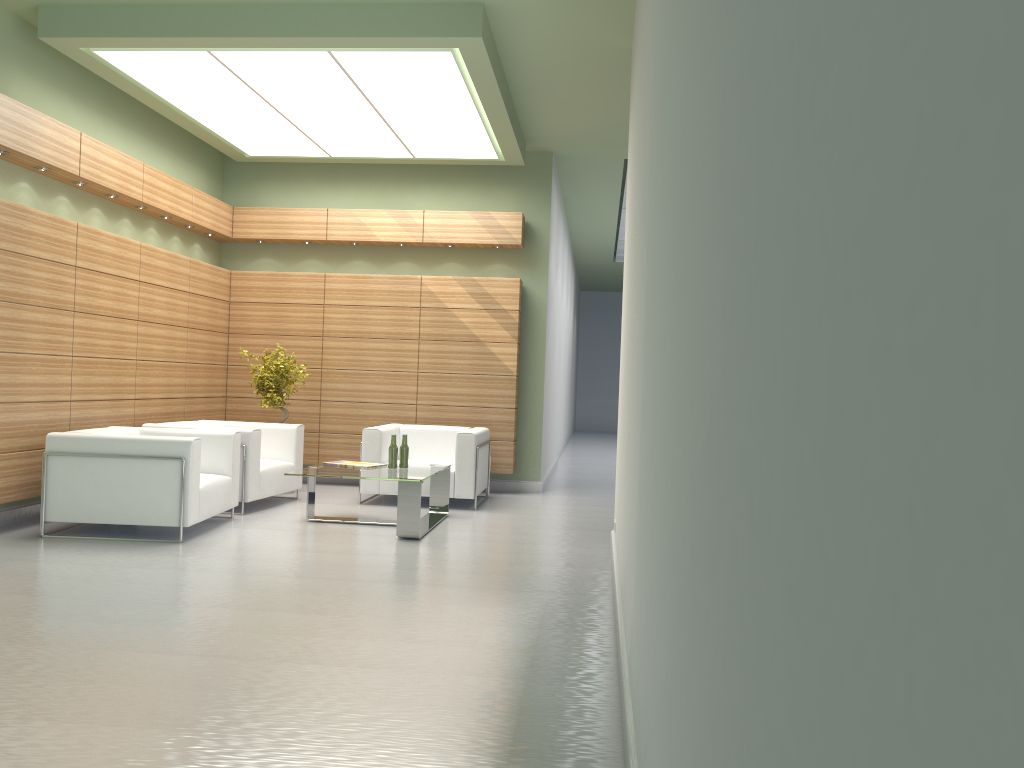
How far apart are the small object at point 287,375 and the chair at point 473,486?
1.9 meters

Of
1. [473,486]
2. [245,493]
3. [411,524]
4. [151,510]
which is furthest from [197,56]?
[473,486]

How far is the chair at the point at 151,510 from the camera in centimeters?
1040cm

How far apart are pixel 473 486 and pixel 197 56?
7.2 meters

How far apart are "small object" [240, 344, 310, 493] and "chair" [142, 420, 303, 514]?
0.71m

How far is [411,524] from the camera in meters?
11.1 m

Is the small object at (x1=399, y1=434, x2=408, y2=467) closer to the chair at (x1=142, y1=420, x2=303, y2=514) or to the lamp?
the chair at (x1=142, y1=420, x2=303, y2=514)

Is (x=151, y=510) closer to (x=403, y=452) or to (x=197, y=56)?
(x=403, y=452)

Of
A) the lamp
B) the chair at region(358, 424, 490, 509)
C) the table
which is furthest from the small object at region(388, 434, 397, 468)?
the lamp

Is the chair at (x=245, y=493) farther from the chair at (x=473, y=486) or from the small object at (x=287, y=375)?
the chair at (x=473, y=486)
